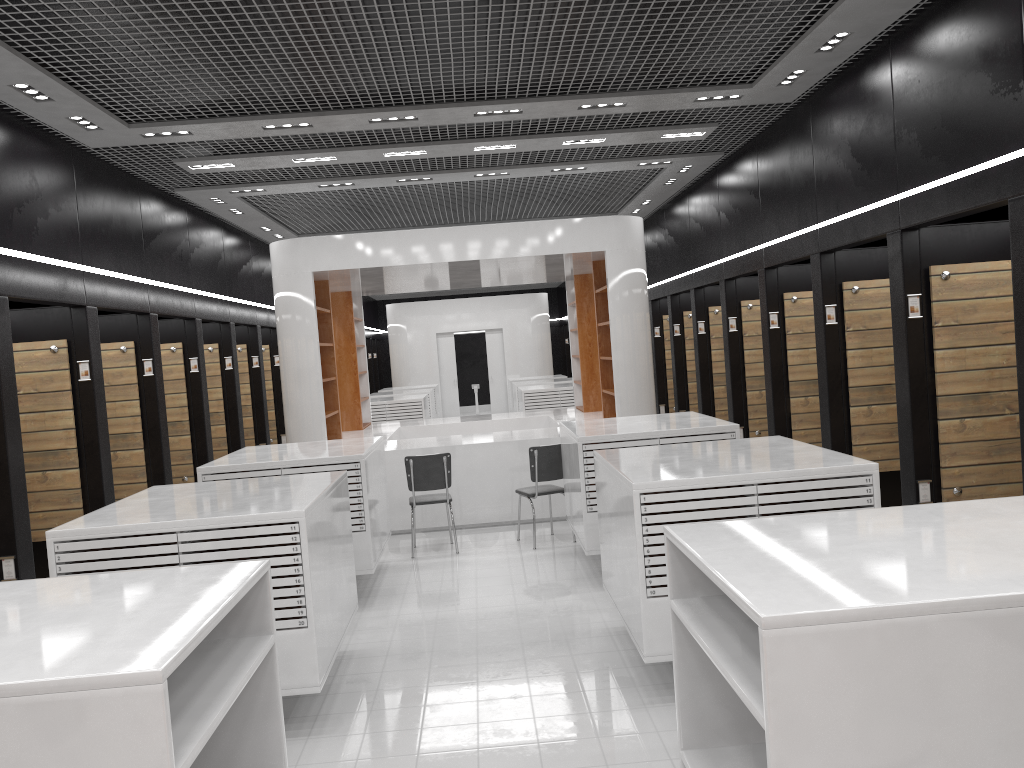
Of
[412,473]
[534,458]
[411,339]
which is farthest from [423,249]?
[411,339]

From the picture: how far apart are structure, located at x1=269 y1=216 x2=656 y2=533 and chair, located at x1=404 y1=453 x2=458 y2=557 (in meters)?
0.89

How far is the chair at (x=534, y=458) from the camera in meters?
8.6 m

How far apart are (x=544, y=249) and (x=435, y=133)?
2.19m

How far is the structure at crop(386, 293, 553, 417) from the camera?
22.9m

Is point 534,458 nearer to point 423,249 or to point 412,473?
point 412,473

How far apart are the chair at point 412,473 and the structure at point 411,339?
14.12m

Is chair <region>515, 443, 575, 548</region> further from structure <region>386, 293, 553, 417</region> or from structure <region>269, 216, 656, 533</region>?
structure <region>386, 293, 553, 417</region>

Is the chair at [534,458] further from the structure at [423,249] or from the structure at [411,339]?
the structure at [411,339]

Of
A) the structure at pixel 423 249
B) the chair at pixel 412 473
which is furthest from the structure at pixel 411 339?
the chair at pixel 412 473
